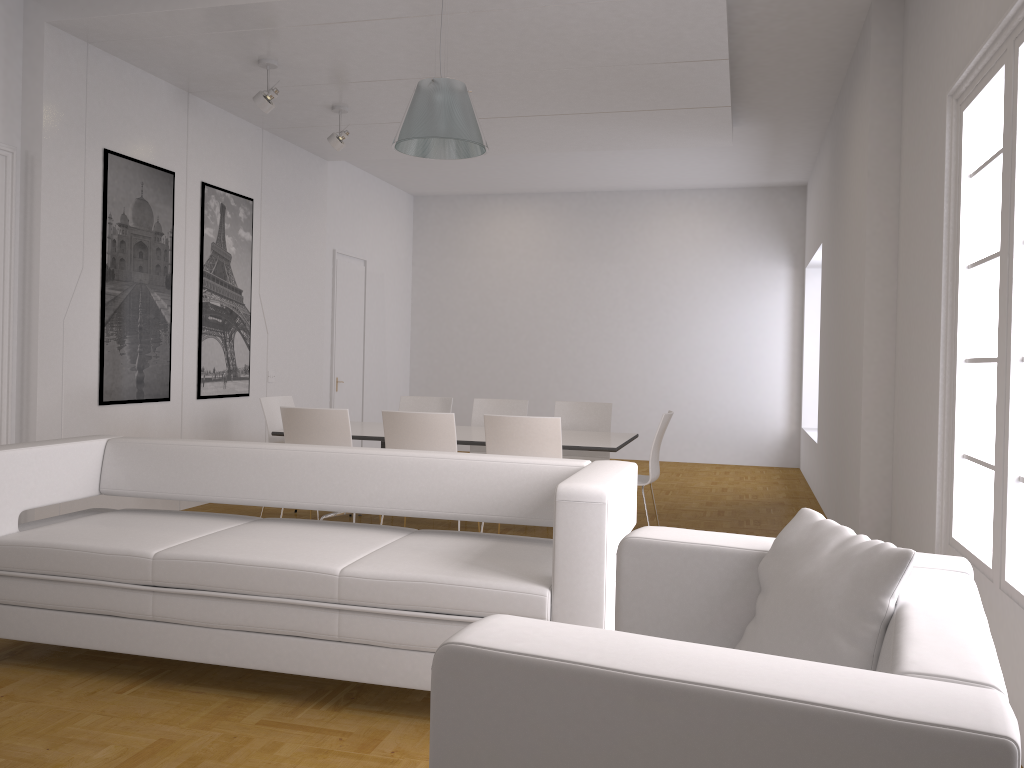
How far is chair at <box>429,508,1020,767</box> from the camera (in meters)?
1.10

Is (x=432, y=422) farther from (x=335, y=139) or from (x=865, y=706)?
(x=865, y=706)

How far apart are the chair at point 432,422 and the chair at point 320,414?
0.3 meters

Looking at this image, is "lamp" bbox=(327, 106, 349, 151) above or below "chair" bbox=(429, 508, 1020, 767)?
above

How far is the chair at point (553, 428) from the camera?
5.3 meters

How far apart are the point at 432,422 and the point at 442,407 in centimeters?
214cm

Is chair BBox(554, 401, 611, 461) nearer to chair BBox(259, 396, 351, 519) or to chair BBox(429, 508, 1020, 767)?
chair BBox(259, 396, 351, 519)

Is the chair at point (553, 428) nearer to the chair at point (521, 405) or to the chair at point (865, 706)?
the chair at point (521, 405)

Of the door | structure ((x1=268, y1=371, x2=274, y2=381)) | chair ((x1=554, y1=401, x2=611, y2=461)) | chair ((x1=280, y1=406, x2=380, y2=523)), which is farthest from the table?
the door

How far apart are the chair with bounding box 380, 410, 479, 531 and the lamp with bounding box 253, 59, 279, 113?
2.4 meters
